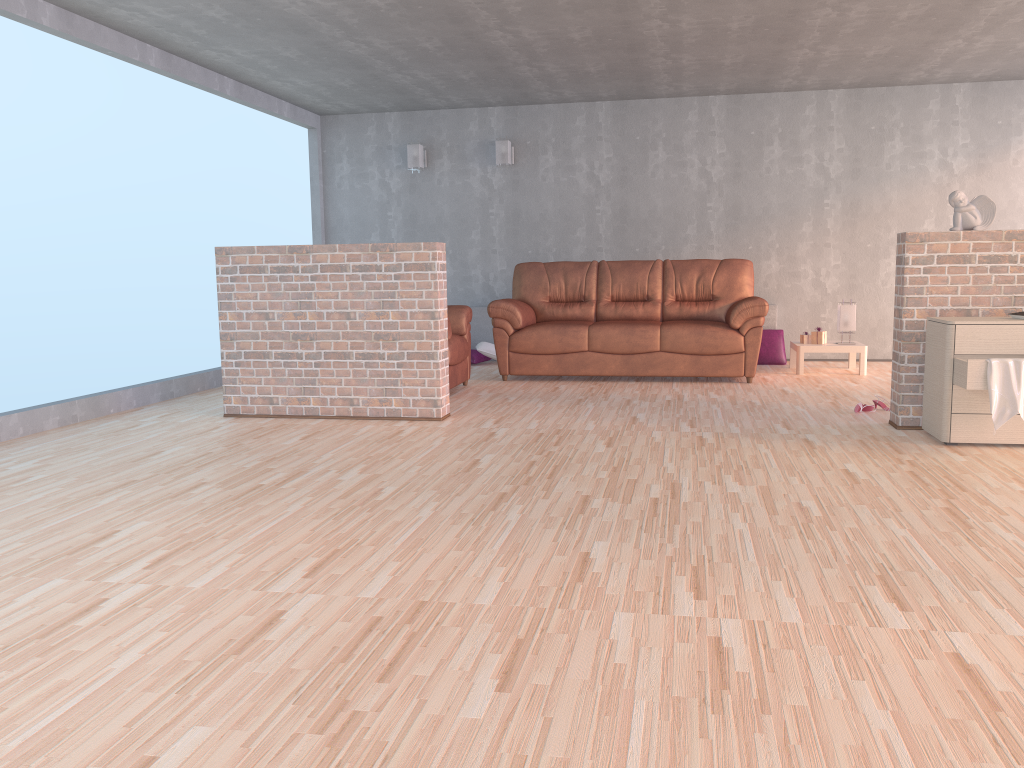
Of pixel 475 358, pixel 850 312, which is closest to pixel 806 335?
pixel 850 312

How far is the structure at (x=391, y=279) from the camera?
5.2m

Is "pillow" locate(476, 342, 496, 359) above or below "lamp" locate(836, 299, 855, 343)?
below

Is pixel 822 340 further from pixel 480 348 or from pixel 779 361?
pixel 480 348

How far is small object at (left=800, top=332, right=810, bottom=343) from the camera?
7.47m

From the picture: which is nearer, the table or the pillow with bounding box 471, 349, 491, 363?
the table

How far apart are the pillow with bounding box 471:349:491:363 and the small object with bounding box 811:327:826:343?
3.01m

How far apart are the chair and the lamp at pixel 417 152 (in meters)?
2.45

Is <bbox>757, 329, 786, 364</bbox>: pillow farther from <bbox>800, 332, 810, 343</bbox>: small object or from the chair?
the chair

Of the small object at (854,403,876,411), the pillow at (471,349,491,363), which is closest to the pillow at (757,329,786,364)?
the pillow at (471,349,491,363)
